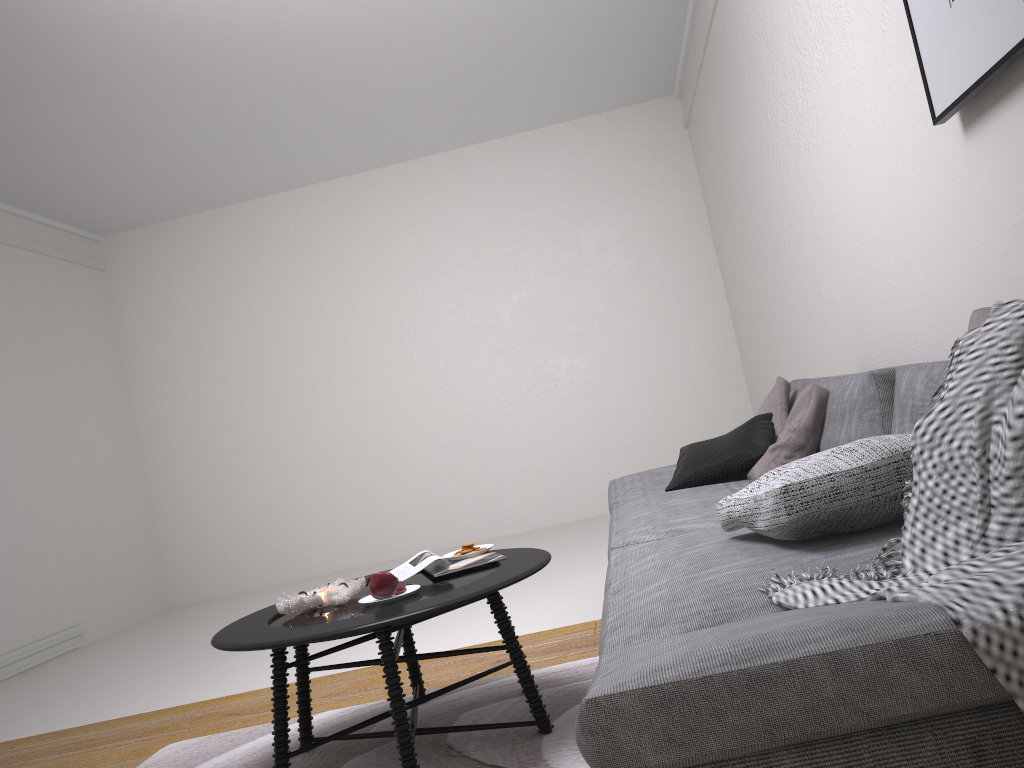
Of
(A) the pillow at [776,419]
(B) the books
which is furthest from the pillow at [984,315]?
(A) the pillow at [776,419]

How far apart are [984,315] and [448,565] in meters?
1.6 m

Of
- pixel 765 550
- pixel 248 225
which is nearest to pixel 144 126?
pixel 248 225

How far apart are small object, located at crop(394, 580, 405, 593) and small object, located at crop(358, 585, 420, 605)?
0.0m

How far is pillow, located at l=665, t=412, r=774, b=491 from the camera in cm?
312

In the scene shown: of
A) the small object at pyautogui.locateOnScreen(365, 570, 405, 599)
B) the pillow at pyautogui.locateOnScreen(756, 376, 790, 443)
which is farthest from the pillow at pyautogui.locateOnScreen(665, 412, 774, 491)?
the small object at pyautogui.locateOnScreen(365, 570, 405, 599)

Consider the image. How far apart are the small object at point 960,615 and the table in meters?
0.9 m

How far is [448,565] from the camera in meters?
2.6

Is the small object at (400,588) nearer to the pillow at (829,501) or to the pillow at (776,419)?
the pillow at (829,501)

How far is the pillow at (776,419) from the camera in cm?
337
